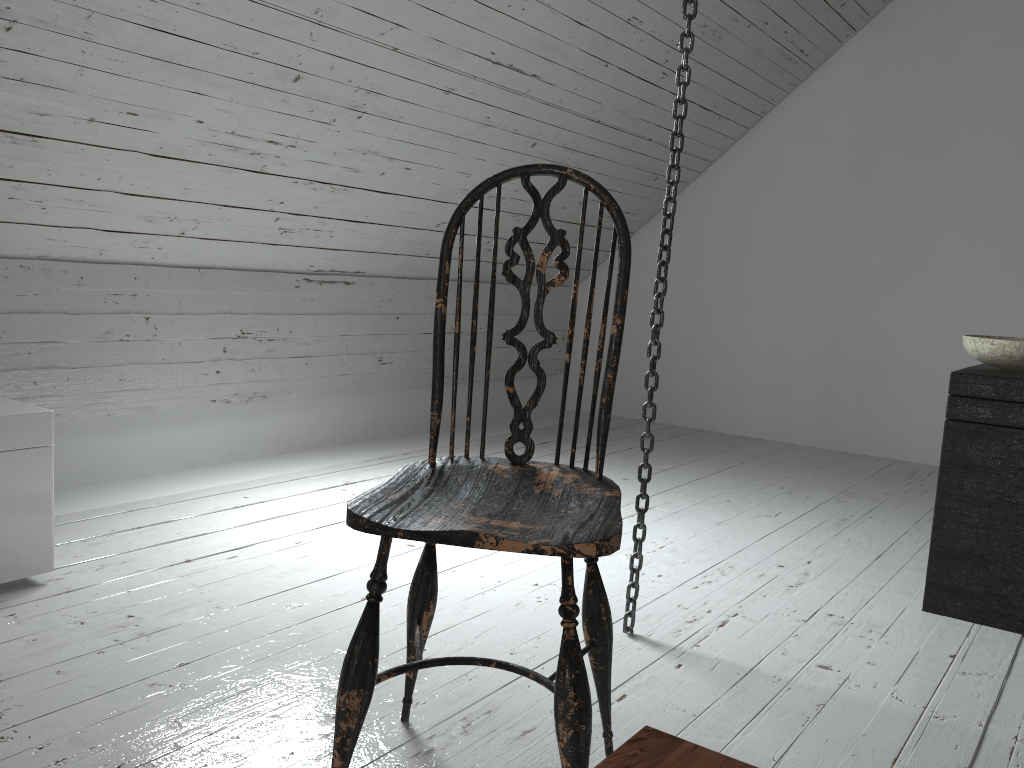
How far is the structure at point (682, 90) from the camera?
1.7m

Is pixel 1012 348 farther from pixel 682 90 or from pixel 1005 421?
pixel 682 90

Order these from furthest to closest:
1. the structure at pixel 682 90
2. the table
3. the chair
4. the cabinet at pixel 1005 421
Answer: the cabinet at pixel 1005 421
the structure at pixel 682 90
the chair
the table

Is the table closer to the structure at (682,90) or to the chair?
the chair

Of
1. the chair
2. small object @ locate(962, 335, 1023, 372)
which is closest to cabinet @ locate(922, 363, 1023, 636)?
small object @ locate(962, 335, 1023, 372)

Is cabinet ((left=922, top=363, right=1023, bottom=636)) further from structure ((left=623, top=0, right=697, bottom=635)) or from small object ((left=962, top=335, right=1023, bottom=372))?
structure ((left=623, top=0, right=697, bottom=635))

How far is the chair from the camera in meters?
1.1 m

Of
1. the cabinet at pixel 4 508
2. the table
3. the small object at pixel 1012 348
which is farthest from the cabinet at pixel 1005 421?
the cabinet at pixel 4 508

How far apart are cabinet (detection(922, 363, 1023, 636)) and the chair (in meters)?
1.12

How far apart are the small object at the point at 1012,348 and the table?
1.71m
